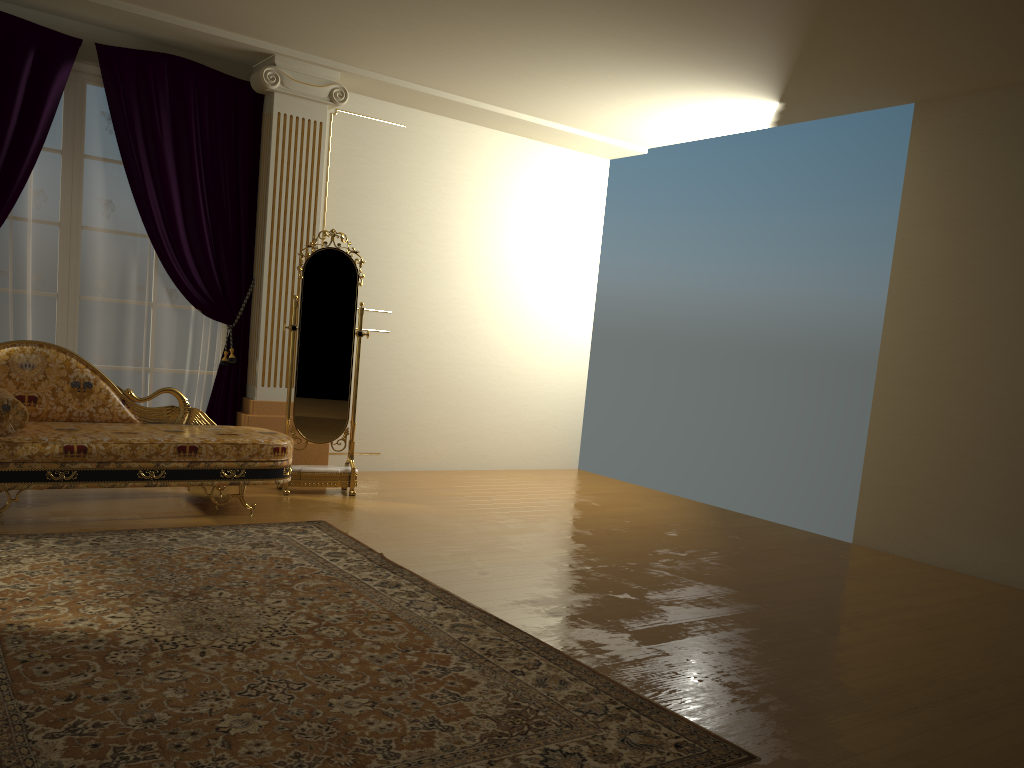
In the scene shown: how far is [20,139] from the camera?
Result: 5.1m

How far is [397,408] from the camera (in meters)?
6.89

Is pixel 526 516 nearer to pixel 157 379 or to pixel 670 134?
pixel 157 379

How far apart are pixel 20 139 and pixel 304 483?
2.60m

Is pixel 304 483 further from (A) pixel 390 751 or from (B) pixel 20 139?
(A) pixel 390 751

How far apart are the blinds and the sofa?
0.6 meters

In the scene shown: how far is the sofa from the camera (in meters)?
4.25

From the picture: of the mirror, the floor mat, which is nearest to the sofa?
the floor mat

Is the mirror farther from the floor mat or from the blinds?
the floor mat

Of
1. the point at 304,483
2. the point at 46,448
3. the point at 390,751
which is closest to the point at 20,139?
the point at 46,448
